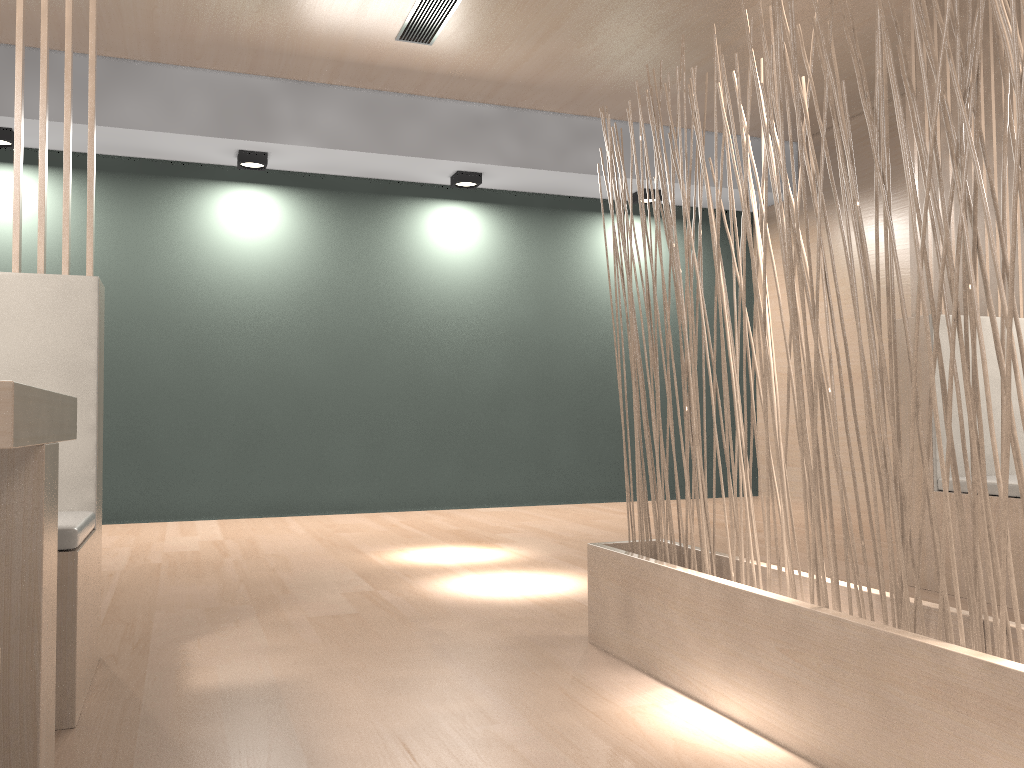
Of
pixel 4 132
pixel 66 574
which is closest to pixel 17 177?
pixel 66 574

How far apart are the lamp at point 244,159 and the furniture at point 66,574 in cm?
202

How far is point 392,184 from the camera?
3.7m

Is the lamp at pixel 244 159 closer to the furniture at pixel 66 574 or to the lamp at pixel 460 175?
the lamp at pixel 460 175

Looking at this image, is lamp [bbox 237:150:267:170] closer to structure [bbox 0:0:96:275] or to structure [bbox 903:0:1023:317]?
structure [bbox 0:0:96:275]

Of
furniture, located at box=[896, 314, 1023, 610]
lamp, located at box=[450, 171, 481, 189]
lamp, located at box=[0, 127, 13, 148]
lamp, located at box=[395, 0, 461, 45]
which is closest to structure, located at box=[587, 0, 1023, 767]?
furniture, located at box=[896, 314, 1023, 610]

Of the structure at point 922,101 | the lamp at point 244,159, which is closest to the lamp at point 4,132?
the lamp at point 244,159

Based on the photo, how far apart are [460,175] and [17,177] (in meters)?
2.33

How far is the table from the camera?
0.8m

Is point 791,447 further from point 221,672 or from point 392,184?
point 221,672
